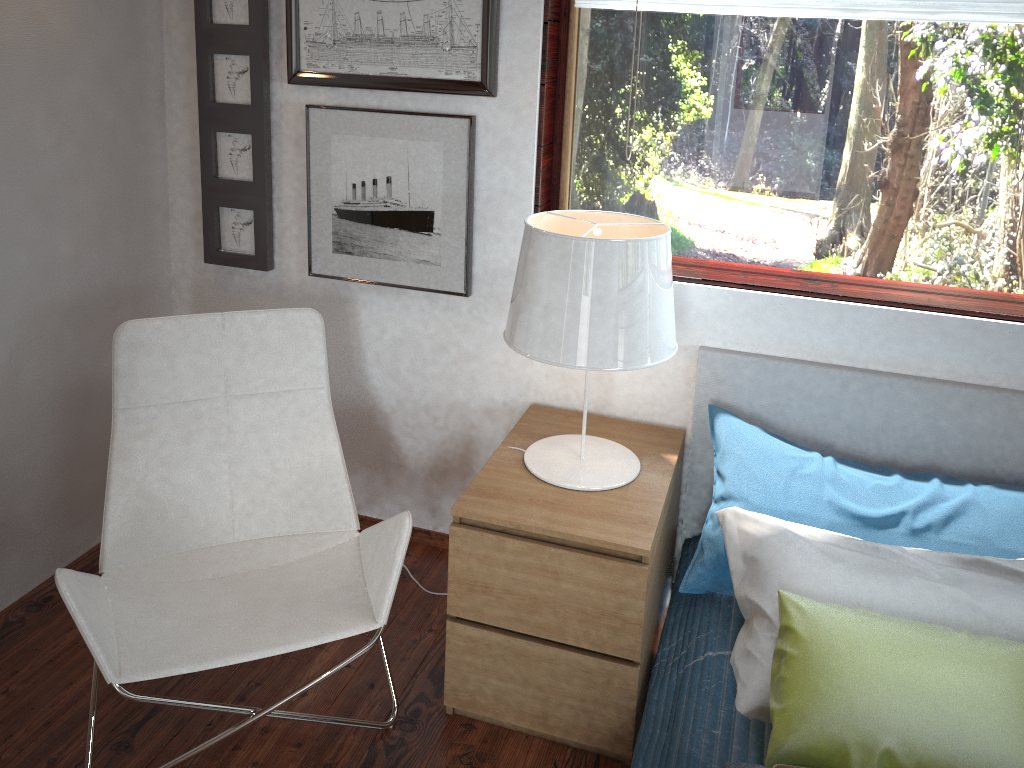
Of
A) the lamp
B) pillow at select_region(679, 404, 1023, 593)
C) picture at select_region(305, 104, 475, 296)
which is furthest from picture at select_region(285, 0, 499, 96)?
pillow at select_region(679, 404, 1023, 593)

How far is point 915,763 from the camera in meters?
1.5 m

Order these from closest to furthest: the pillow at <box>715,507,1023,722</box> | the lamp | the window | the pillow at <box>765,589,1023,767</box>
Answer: the pillow at <box>765,589,1023,767</box> → the pillow at <box>715,507,1023,722</box> → the lamp → the window

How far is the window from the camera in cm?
206

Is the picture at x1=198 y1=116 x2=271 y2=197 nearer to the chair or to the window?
the chair

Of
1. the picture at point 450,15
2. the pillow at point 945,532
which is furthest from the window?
the pillow at point 945,532

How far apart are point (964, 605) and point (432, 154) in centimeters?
161cm

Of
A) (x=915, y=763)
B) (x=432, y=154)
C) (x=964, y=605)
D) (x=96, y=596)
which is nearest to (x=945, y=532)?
(x=964, y=605)

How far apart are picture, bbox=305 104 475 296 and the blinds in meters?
0.4

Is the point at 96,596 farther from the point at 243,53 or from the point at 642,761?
the point at 243,53
